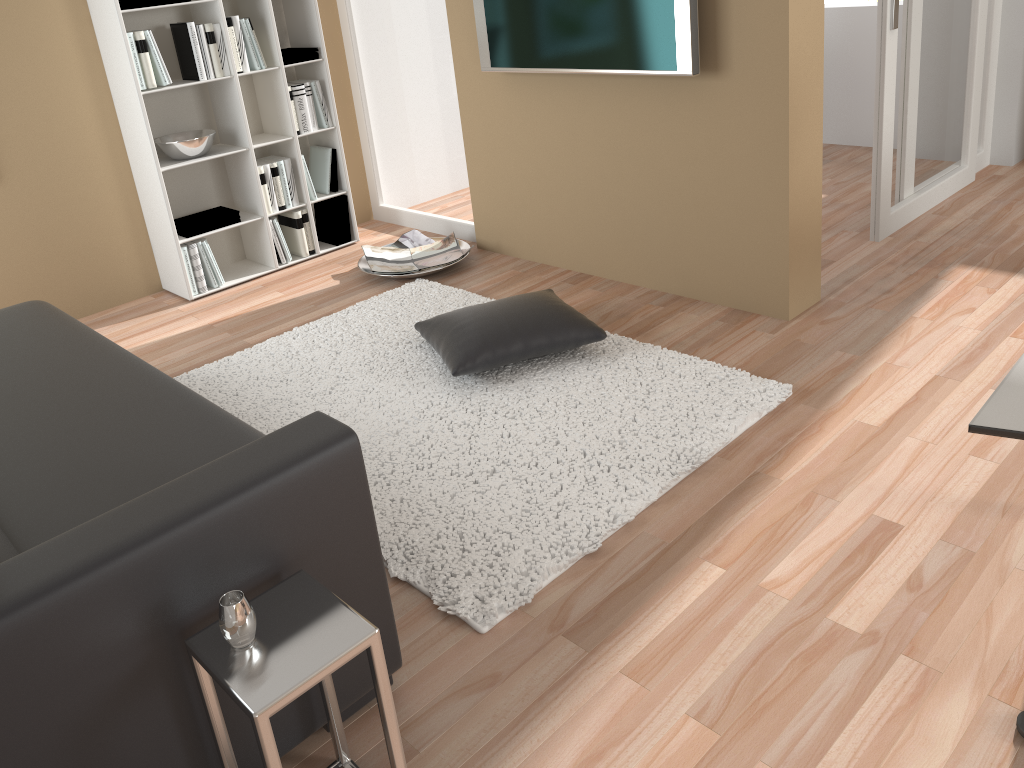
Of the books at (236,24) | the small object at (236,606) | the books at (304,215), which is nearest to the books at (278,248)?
the books at (304,215)

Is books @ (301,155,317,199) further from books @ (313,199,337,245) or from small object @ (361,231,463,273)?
small object @ (361,231,463,273)

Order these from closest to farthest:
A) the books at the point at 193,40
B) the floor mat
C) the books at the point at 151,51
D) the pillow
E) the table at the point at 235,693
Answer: the table at the point at 235,693
the floor mat
the pillow
the books at the point at 151,51
the books at the point at 193,40

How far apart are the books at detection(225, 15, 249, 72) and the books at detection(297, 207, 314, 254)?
0.8m

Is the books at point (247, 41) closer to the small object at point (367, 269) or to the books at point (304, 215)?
the books at point (304, 215)

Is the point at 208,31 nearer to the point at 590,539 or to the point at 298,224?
the point at 298,224

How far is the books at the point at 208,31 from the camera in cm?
413

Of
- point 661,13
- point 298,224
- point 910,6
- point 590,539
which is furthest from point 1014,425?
point 298,224

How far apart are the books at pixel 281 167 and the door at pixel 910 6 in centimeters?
289cm

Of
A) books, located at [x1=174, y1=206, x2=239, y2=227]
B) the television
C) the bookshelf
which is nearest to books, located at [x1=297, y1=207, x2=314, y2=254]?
the bookshelf
